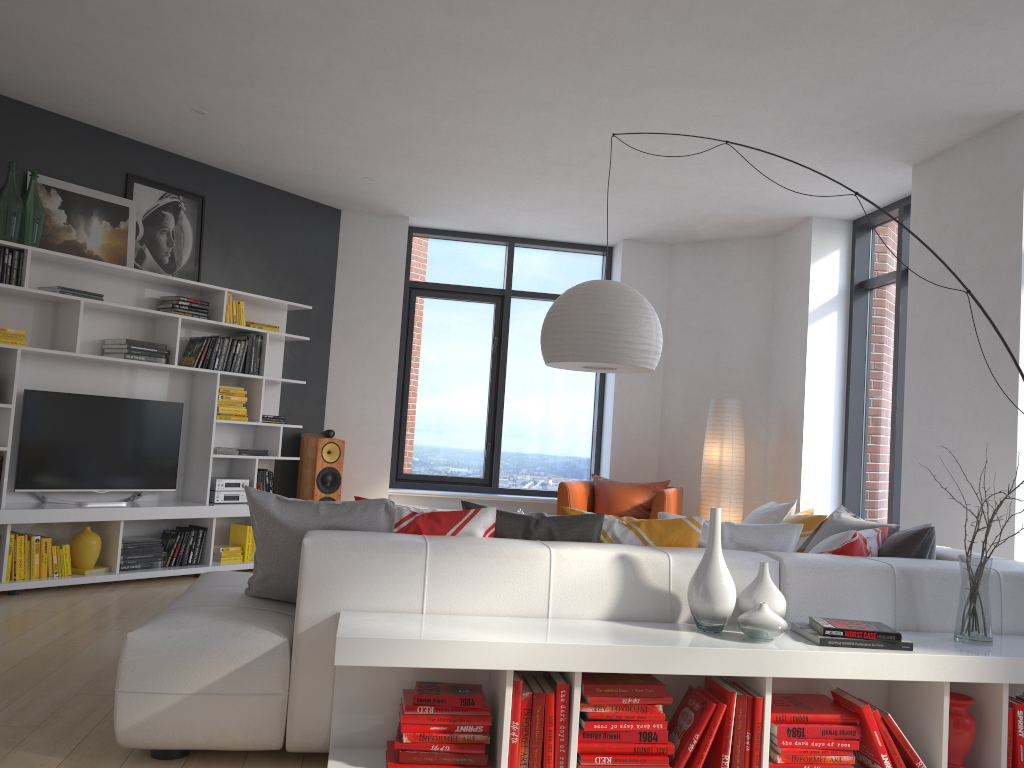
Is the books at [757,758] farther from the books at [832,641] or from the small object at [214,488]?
the small object at [214,488]

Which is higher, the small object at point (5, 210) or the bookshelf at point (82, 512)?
the small object at point (5, 210)

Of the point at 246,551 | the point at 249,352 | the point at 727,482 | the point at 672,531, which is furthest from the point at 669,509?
the point at 672,531

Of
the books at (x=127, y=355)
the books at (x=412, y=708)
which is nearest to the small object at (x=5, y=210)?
the books at (x=127, y=355)

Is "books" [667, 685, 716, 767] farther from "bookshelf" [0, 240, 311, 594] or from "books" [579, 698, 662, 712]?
"bookshelf" [0, 240, 311, 594]

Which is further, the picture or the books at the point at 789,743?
the picture

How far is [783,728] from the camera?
2.7m

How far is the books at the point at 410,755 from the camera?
2.58m

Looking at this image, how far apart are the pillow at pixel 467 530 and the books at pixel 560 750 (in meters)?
0.60

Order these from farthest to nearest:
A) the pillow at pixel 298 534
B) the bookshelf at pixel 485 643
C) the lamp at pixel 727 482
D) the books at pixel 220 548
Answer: the lamp at pixel 727 482, the books at pixel 220 548, the pillow at pixel 298 534, the bookshelf at pixel 485 643
